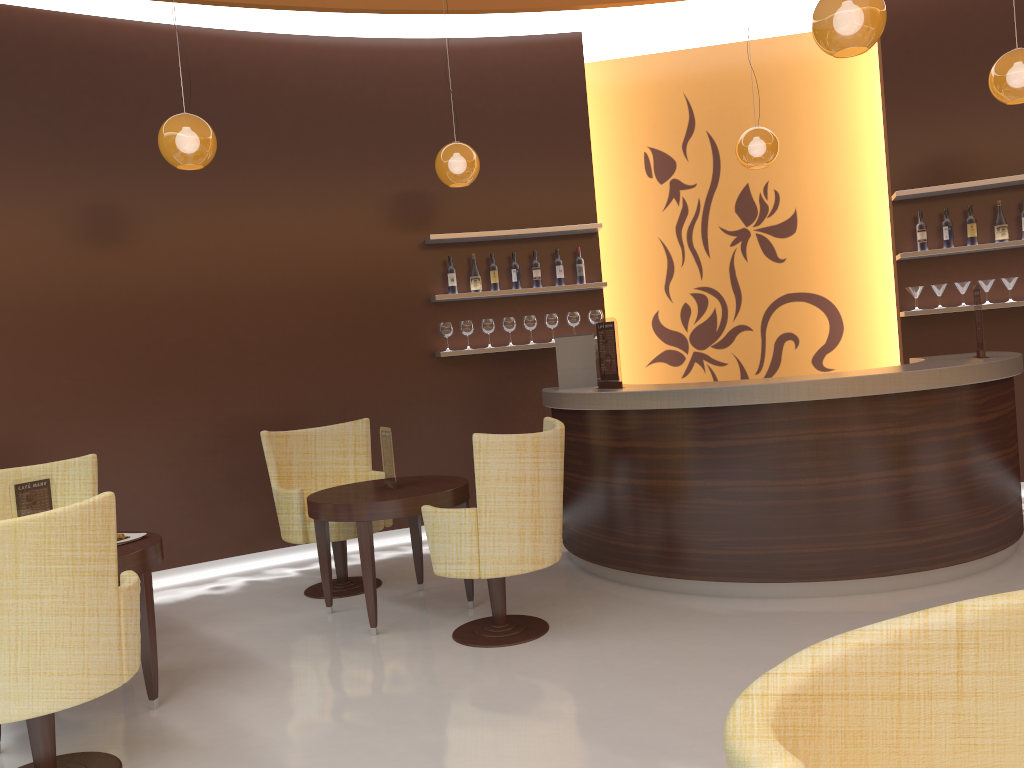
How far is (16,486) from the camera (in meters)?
3.67

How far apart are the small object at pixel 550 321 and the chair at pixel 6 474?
3.4 meters

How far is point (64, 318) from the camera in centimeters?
569cm

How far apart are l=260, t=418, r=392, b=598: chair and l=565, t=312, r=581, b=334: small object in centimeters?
187cm

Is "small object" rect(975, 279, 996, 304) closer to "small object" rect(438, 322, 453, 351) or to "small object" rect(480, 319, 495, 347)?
"small object" rect(480, 319, 495, 347)

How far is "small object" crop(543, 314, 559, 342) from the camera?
6.8m

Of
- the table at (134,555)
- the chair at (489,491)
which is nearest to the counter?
the chair at (489,491)

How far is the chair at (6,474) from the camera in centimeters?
463cm

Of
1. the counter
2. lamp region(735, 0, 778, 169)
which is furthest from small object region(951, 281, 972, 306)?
lamp region(735, 0, 778, 169)

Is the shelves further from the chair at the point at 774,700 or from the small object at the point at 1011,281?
the chair at the point at 774,700
